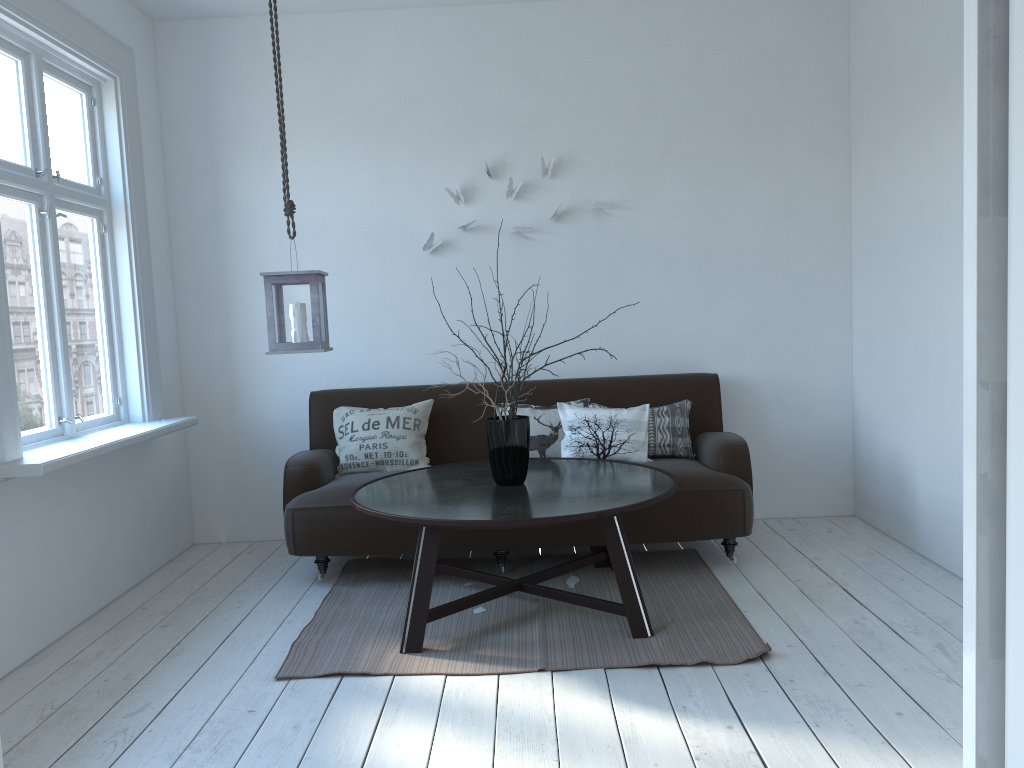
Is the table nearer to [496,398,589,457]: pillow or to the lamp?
[496,398,589,457]: pillow

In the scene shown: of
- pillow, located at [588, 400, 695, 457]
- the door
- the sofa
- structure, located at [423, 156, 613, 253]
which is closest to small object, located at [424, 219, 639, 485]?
the sofa

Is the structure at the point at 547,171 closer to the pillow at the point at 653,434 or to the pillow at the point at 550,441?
the pillow at the point at 550,441

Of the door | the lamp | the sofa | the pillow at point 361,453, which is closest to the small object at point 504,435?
the sofa

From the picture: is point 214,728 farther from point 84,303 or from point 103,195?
point 103,195

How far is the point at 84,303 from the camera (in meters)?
3.97

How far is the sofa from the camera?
3.9m

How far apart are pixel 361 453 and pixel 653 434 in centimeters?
144cm

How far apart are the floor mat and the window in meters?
1.0

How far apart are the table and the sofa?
0.1 meters
